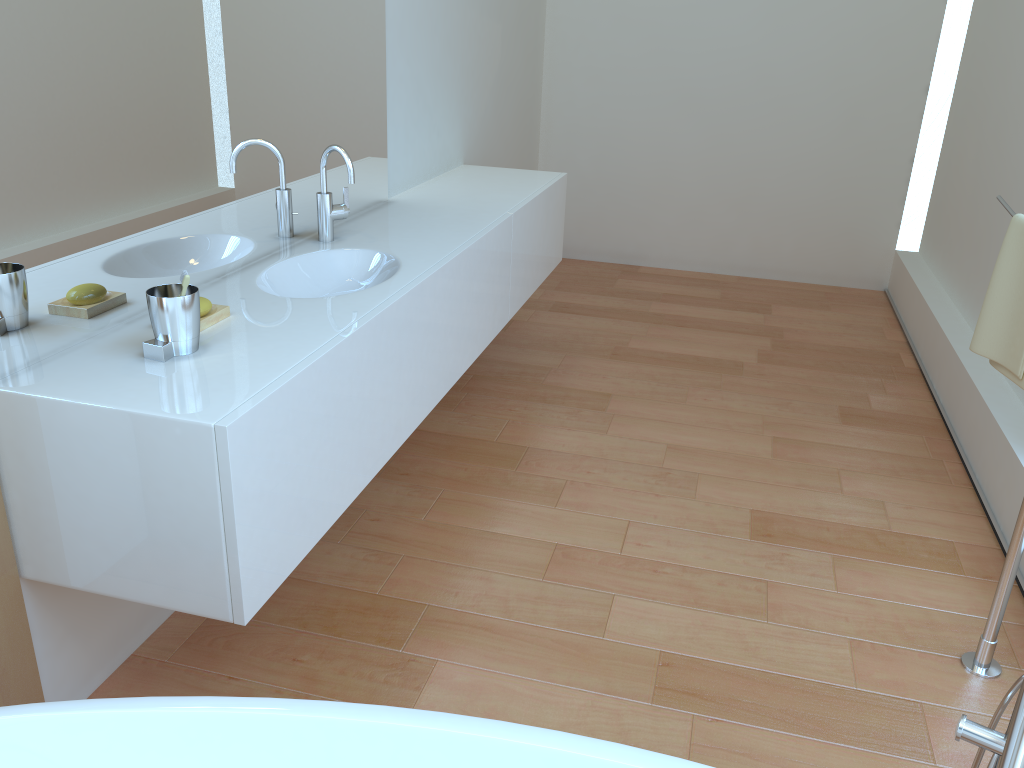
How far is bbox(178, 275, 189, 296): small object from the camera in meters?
1.6 m

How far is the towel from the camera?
2.02m

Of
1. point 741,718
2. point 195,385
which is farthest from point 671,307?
point 195,385

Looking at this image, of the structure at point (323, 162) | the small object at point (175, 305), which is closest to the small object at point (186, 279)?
the small object at point (175, 305)

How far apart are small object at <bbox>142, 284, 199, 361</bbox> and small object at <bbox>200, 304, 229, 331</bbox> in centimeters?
10cm

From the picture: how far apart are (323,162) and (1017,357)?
1.8 meters

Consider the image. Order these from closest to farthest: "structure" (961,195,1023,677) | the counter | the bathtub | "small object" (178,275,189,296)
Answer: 1. the bathtub
2. the counter
3. "small object" (178,275,189,296)
4. "structure" (961,195,1023,677)

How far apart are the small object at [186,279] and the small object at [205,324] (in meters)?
0.20

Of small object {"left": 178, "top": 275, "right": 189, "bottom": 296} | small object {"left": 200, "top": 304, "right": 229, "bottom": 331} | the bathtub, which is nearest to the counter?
small object {"left": 200, "top": 304, "right": 229, "bottom": 331}

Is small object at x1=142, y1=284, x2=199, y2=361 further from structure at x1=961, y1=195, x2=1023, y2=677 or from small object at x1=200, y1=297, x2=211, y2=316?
structure at x1=961, y1=195, x2=1023, y2=677
